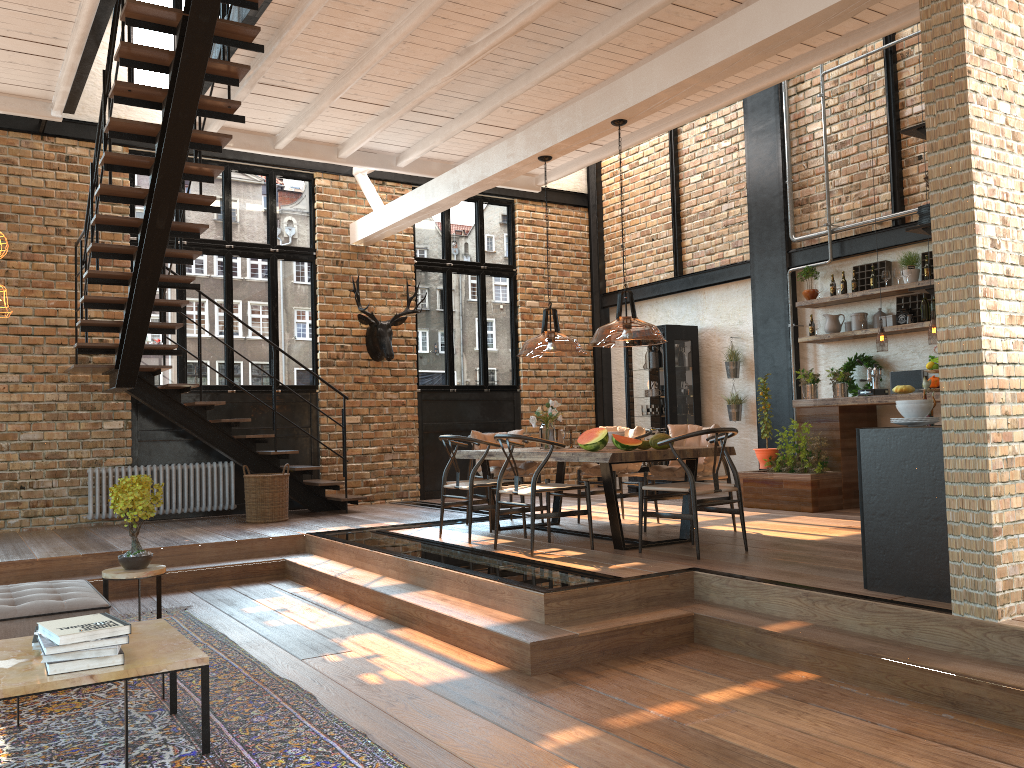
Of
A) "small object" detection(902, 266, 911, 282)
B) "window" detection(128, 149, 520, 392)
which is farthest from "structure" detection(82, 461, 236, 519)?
"small object" detection(902, 266, 911, 282)

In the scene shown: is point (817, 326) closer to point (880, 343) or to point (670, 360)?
point (880, 343)

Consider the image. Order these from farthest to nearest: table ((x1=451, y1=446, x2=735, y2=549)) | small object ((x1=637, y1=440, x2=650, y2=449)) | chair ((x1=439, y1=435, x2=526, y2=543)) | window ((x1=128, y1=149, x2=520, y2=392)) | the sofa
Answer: window ((x1=128, y1=149, x2=520, y2=392))
chair ((x1=439, y1=435, x2=526, y2=543))
small object ((x1=637, y1=440, x2=650, y2=449))
table ((x1=451, y1=446, x2=735, y2=549))
the sofa

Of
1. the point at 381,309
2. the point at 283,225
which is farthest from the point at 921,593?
the point at 283,225

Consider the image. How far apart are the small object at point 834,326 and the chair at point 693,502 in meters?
3.7

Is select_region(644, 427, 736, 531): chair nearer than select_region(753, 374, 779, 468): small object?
Yes

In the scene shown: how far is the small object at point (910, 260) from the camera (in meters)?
8.66

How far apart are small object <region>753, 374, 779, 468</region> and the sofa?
6.5m

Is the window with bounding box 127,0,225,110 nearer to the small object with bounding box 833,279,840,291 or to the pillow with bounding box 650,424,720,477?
the pillow with bounding box 650,424,720,477

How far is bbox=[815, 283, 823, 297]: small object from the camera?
9.5 meters
